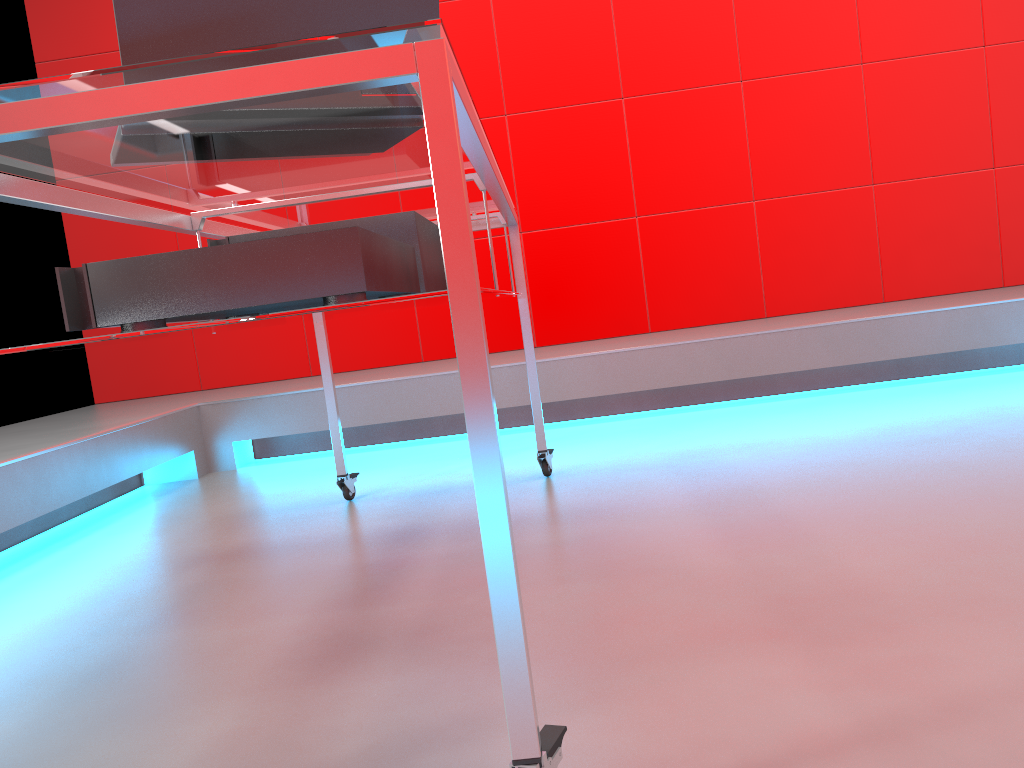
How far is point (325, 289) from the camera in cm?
104

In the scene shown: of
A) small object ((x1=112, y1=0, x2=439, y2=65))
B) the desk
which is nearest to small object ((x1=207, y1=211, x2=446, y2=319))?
the desk

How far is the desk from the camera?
0.71m

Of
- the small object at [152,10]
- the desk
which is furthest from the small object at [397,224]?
the small object at [152,10]

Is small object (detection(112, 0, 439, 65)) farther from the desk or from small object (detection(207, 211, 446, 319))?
small object (detection(207, 211, 446, 319))

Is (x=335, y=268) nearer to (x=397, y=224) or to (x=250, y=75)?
(x=250, y=75)

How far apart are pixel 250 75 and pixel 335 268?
0.3m

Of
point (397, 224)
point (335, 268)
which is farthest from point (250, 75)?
point (397, 224)

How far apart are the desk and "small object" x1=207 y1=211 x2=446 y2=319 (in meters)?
0.02

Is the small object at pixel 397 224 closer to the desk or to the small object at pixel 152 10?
the desk
